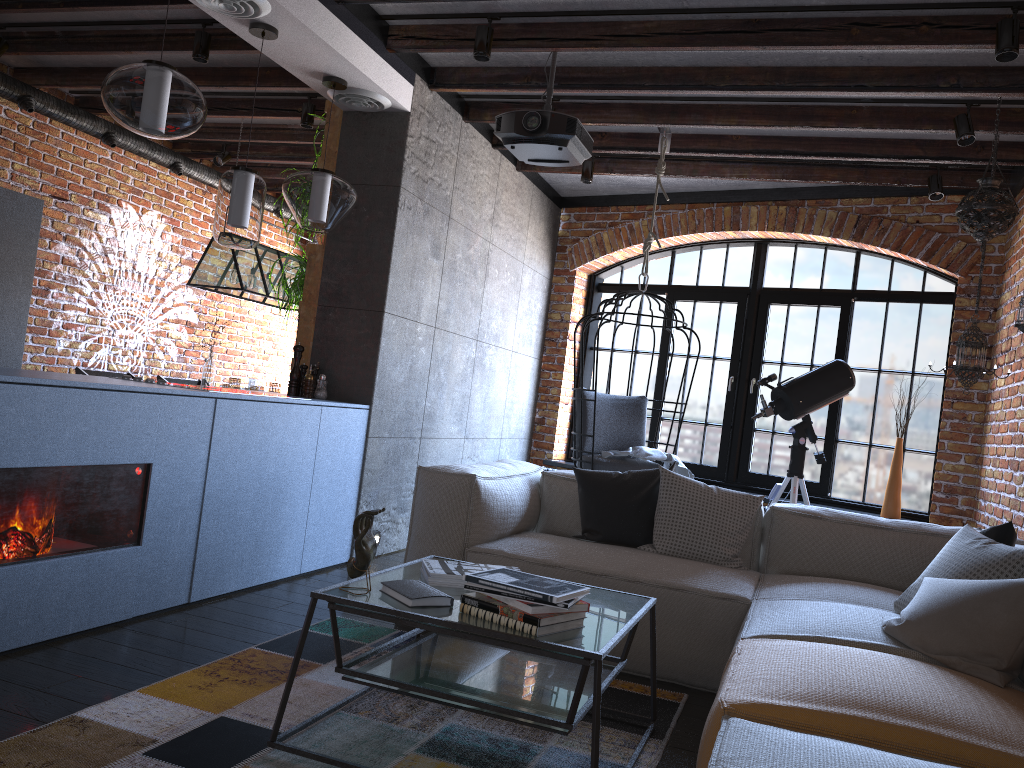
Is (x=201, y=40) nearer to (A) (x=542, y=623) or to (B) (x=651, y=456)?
(B) (x=651, y=456)

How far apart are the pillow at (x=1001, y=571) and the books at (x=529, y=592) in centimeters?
133cm

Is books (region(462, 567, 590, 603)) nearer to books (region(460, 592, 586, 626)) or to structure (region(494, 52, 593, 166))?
books (region(460, 592, 586, 626))

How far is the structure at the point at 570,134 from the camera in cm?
412

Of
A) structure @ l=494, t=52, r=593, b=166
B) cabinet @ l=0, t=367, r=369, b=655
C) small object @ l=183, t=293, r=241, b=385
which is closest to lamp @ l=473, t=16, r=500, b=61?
structure @ l=494, t=52, r=593, b=166

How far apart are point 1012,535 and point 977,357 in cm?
185

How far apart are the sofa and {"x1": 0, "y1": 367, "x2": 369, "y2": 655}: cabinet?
0.72m

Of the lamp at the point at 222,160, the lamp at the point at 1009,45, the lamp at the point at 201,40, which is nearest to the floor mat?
the lamp at the point at 1009,45

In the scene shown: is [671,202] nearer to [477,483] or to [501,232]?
[501,232]

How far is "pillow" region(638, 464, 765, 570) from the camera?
3.7 meters
